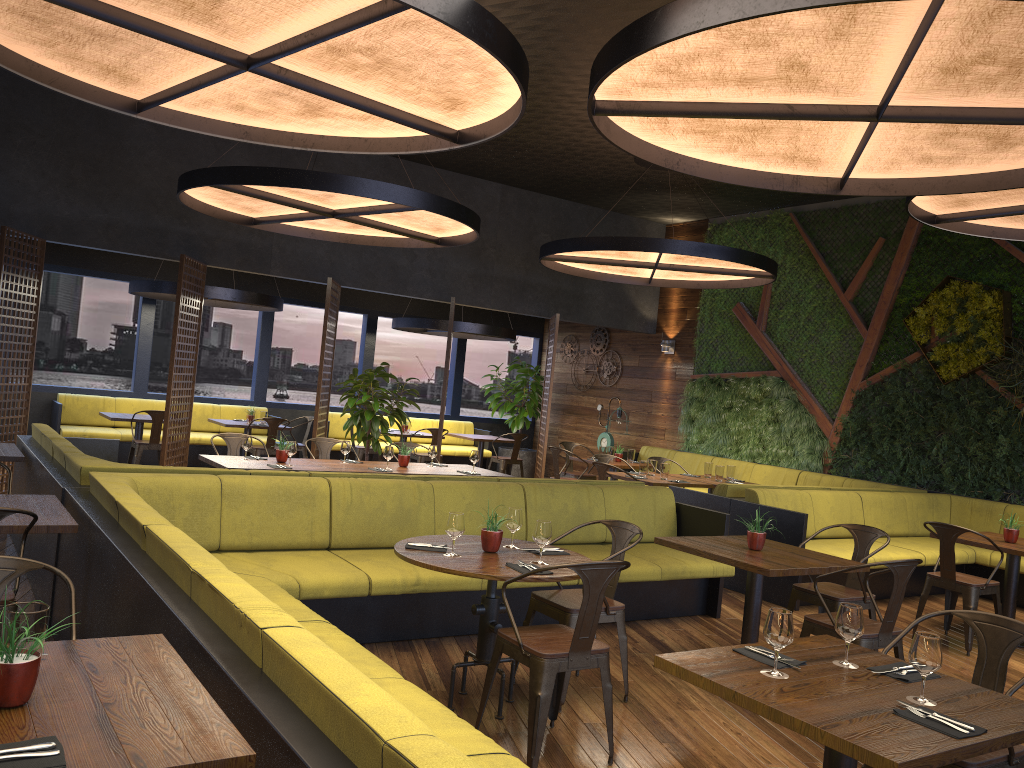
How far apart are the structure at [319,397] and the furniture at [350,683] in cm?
480

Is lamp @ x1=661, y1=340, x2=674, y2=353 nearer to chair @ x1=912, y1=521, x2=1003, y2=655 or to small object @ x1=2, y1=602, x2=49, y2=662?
chair @ x1=912, y1=521, x2=1003, y2=655

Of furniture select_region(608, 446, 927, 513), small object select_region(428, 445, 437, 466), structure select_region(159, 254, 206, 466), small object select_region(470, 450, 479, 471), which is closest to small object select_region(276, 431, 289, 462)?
small object select_region(428, 445, 437, 466)

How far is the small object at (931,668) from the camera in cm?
268

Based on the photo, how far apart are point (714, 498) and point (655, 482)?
1.2 meters

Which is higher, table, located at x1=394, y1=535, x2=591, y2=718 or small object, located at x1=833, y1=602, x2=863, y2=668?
small object, located at x1=833, y1=602, x2=863, y2=668

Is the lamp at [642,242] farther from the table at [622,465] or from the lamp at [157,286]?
the lamp at [157,286]

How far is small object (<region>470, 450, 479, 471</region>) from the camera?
8.45m

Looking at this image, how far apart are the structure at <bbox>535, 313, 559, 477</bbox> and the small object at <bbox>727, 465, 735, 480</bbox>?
3.0 meters

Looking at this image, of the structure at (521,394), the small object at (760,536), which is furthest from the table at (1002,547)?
the structure at (521,394)
